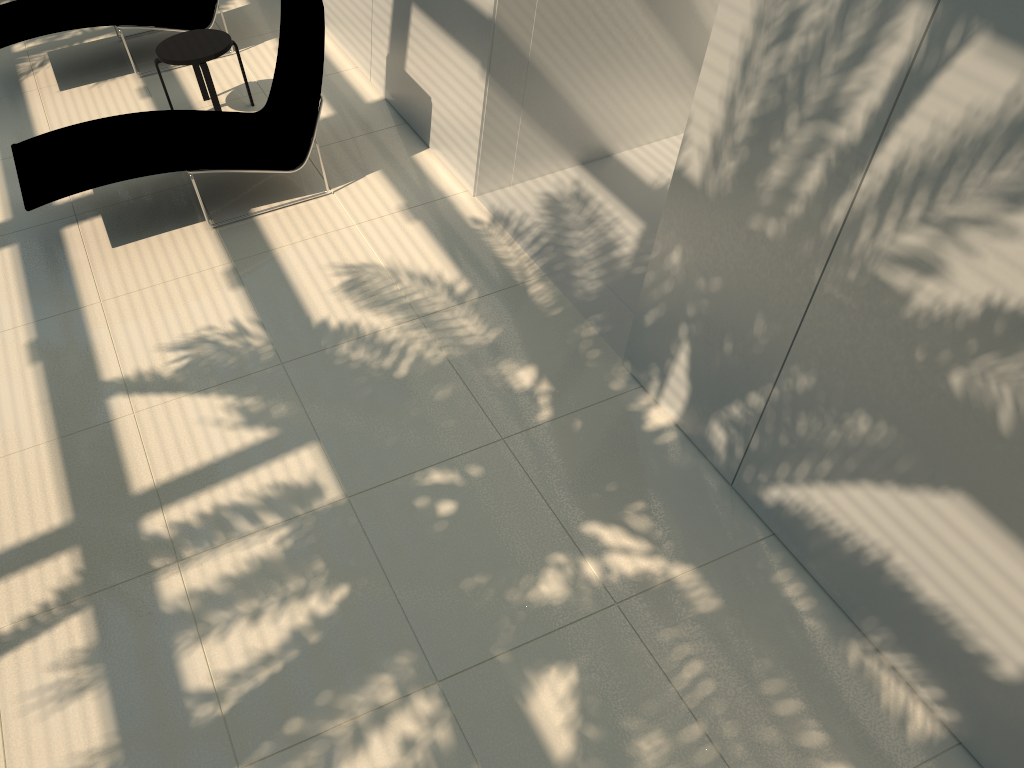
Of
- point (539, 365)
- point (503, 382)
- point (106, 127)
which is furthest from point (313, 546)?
point (106, 127)

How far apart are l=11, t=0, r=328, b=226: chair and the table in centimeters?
47cm

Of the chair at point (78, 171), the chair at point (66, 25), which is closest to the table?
the chair at point (78, 171)

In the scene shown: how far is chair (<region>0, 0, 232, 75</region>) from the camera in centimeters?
737cm

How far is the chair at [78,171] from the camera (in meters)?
5.65

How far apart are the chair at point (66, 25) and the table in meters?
0.8

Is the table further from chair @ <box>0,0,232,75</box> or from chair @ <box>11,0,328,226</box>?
chair @ <box>0,0,232,75</box>

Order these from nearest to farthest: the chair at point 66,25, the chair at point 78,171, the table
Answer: the chair at point 78,171 → the table → the chair at point 66,25

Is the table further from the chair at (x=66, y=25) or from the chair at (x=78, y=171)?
the chair at (x=66, y=25)

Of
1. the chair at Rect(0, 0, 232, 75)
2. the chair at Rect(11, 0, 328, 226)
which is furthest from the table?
the chair at Rect(0, 0, 232, 75)
